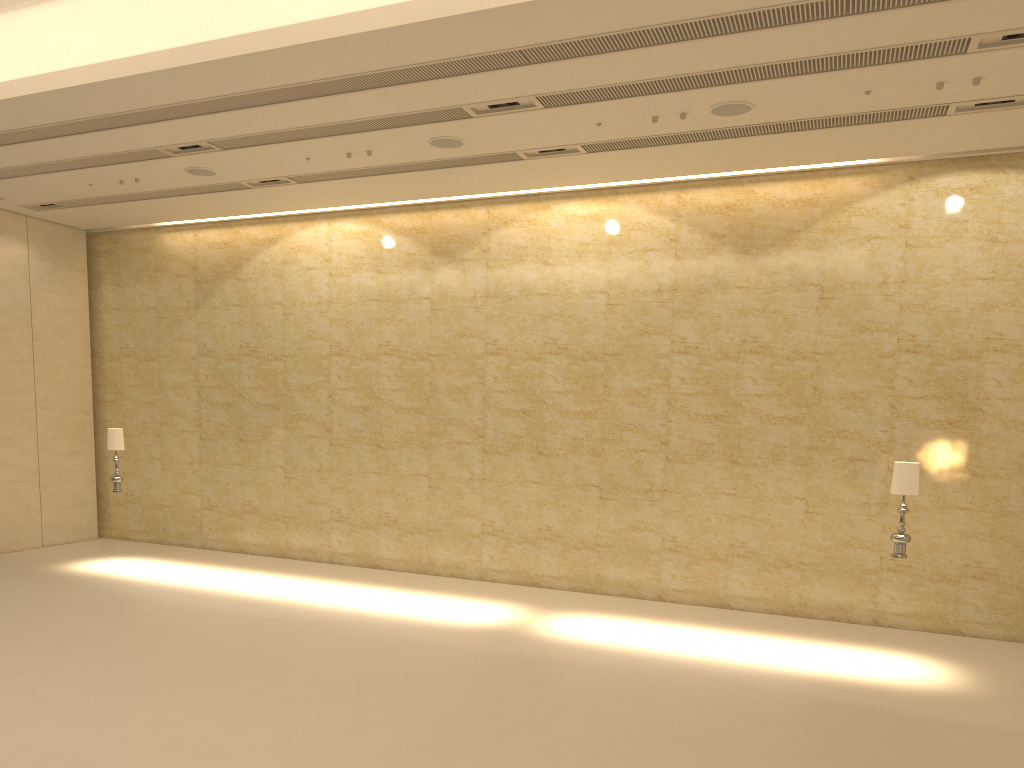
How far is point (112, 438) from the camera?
13.5 meters

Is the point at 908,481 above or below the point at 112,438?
below

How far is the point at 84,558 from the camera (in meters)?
14.40

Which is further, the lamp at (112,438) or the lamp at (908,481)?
the lamp at (112,438)

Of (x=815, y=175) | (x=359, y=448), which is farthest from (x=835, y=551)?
(x=359, y=448)

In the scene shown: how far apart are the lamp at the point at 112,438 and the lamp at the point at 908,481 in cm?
1102

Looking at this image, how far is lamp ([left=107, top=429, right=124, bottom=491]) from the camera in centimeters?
1351cm

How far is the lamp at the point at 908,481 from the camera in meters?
9.5 m

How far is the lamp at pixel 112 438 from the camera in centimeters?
1351cm

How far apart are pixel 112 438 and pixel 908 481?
11.2 meters
